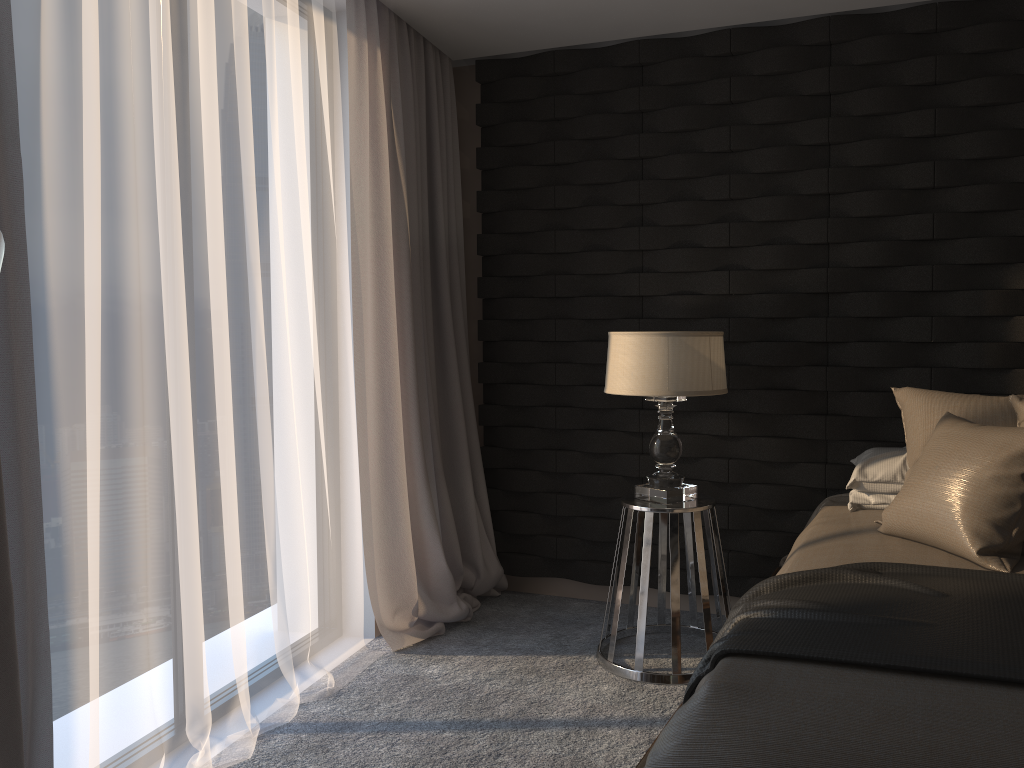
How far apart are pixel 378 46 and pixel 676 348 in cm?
162

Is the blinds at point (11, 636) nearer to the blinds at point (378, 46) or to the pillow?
the blinds at point (378, 46)

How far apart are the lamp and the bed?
0.4m

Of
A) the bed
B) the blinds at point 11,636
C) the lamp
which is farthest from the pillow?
the blinds at point 11,636

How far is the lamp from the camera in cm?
305

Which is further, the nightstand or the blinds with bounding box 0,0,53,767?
the nightstand

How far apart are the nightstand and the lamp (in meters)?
0.02

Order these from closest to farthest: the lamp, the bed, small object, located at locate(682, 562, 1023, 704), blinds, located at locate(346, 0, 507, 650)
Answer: the bed < small object, located at locate(682, 562, 1023, 704) < the lamp < blinds, located at locate(346, 0, 507, 650)

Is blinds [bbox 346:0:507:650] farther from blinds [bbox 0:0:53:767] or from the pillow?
the pillow

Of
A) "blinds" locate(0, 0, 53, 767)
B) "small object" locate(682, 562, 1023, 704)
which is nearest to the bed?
"small object" locate(682, 562, 1023, 704)
